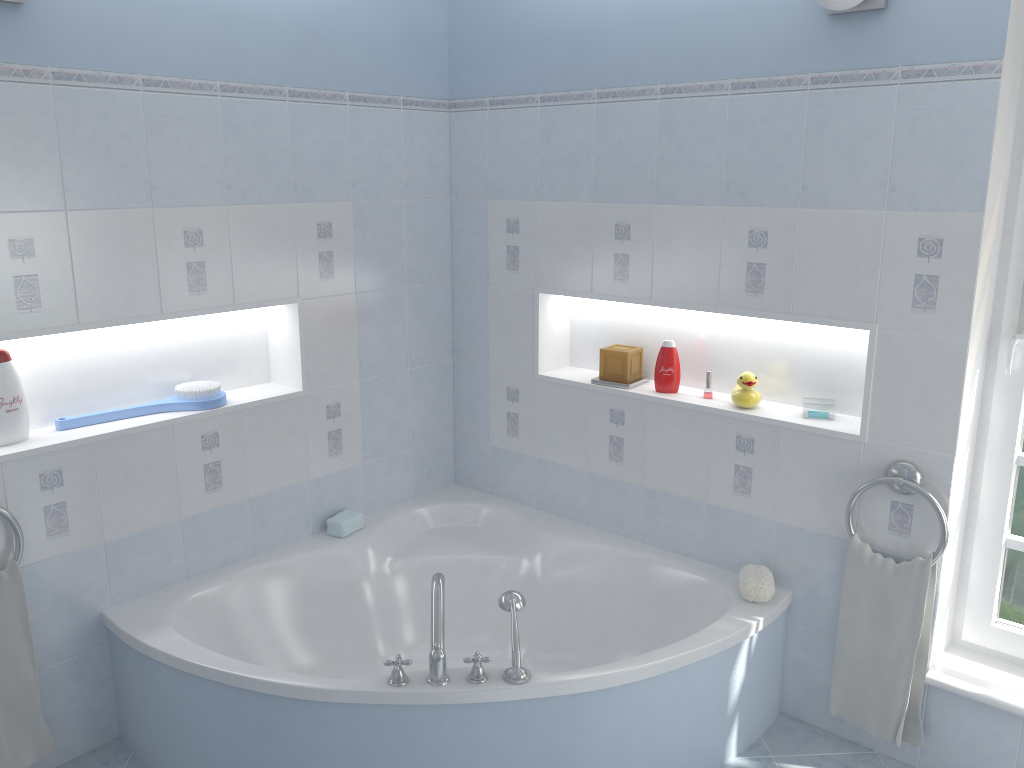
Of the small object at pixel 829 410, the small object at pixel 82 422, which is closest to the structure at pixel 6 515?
the small object at pixel 82 422

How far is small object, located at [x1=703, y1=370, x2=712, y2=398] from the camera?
3.06m

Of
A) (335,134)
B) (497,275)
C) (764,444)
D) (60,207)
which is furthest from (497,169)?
(60,207)

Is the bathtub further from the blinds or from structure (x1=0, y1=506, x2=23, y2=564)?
the blinds

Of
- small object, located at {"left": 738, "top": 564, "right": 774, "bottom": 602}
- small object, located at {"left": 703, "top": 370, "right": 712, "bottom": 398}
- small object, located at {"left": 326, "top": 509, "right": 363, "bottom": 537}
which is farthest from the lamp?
small object, located at {"left": 326, "top": 509, "right": 363, "bottom": 537}

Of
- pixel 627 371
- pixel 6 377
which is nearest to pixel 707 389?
pixel 627 371

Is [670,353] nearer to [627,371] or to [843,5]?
[627,371]

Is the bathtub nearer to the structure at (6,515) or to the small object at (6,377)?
the structure at (6,515)

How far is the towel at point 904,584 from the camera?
2.6m

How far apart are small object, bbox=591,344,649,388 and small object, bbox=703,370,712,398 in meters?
0.3
